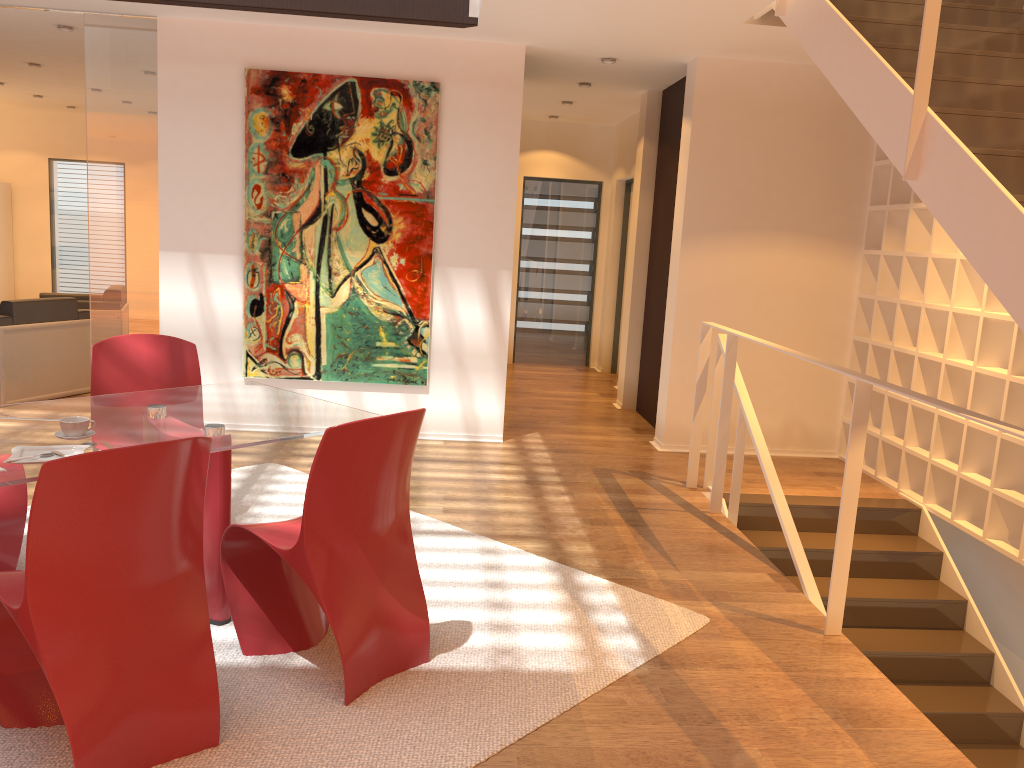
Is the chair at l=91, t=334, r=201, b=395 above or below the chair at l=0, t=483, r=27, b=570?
above

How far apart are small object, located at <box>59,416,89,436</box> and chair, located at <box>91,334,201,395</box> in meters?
1.1 m

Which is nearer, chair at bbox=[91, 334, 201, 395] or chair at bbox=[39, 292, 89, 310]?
chair at bbox=[91, 334, 201, 395]

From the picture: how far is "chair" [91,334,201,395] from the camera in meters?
3.9

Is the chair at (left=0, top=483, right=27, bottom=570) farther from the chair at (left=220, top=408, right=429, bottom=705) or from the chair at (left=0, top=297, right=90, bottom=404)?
the chair at (left=0, top=297, right=90, bottom=404)

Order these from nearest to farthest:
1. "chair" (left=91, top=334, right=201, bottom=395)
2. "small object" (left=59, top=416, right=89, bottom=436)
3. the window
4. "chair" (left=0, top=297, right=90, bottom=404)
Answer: "small object" (left=59, top=416, right=89, bottom=436), "chair" (left=91, top=334, right=201, bottom=395), "chair" (left=0, top=297, right=90, bottom=404), the window

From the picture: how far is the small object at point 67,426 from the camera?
2.80m

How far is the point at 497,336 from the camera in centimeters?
620cm

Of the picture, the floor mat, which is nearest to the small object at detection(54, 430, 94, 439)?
the floor mat

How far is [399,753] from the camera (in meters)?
2.49
